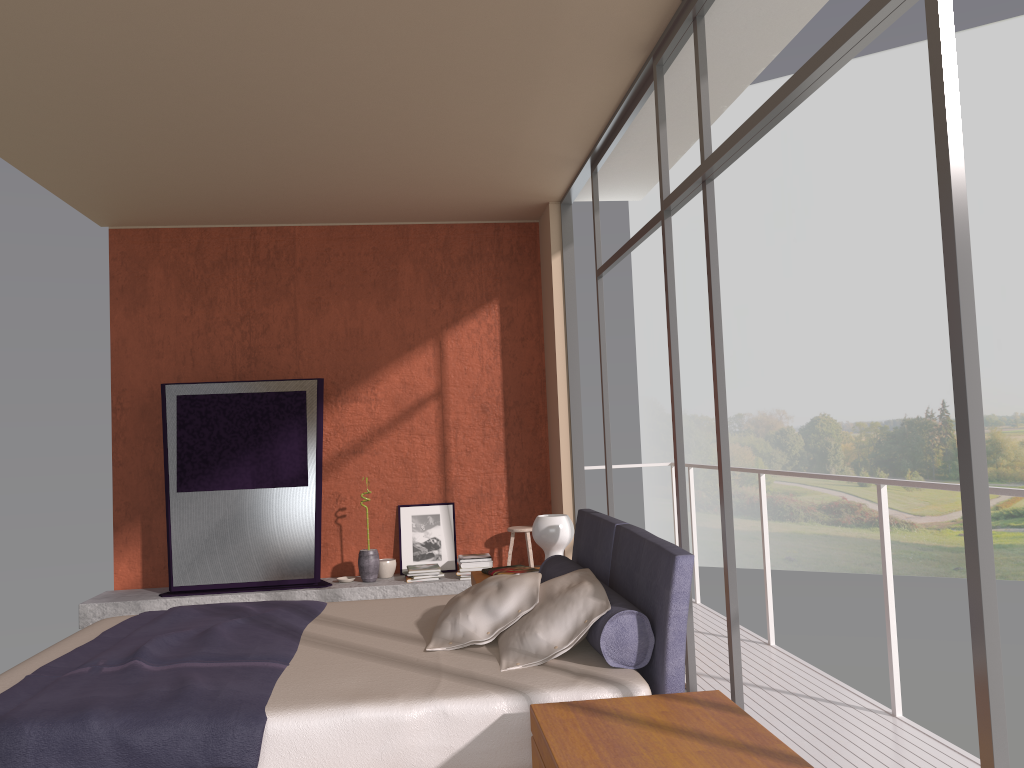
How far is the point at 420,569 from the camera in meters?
6.8 m

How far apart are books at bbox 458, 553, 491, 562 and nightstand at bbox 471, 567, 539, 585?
1.7 meters

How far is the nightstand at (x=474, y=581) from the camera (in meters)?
4.84

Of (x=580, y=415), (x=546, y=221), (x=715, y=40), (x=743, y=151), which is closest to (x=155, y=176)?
(x=546, y=221)

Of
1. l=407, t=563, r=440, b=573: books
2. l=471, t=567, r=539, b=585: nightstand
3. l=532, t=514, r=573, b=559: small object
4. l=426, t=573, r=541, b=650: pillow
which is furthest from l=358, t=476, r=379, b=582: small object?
l=426, t=573, r=541, b=650: pillow

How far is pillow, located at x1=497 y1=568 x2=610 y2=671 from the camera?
3.0 meters

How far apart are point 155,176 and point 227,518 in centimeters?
251cm

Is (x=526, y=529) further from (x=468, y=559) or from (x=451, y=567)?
(x=451, y=567)

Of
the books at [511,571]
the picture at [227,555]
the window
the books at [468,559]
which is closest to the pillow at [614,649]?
the window

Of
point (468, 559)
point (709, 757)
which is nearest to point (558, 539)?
point (468, 559)
